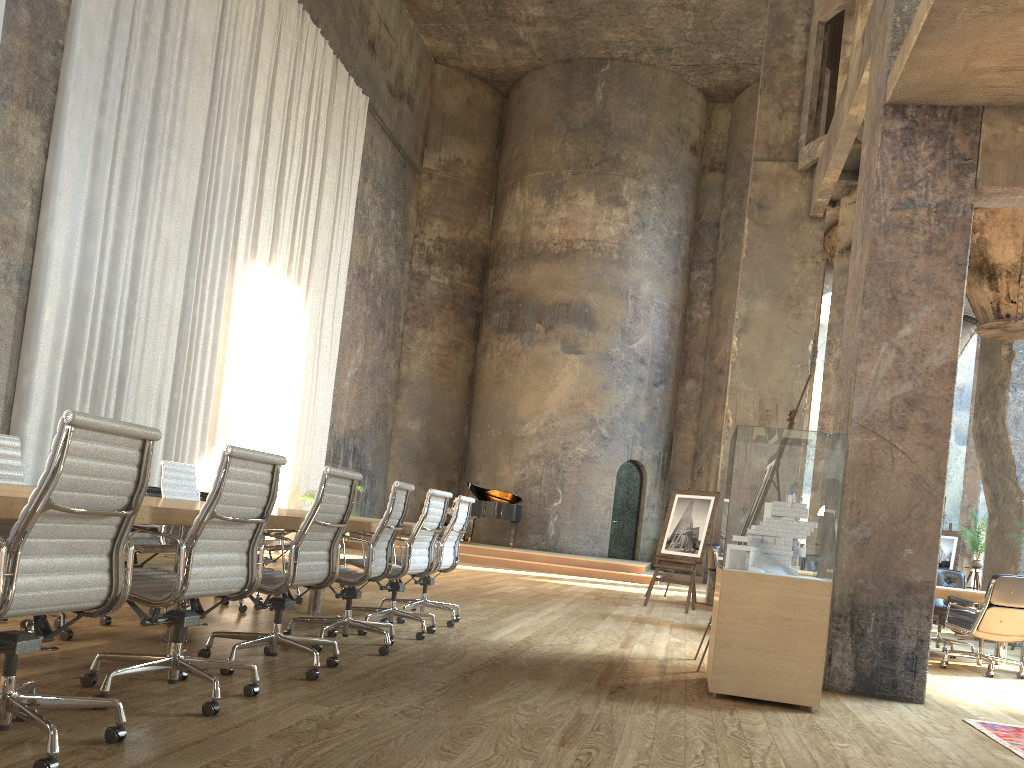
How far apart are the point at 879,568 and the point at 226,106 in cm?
Answer: 1092

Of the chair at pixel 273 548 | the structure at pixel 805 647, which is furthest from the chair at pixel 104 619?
the structure at pixel 805 647

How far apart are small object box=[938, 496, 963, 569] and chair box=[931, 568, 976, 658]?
5.20m

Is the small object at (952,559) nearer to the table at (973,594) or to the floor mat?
the table at (973,594)

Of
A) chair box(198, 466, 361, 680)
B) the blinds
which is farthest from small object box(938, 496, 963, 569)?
chair box(198, 466, 361, 680)

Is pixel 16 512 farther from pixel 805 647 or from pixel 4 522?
pixel 805 647

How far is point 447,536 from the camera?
6.67m

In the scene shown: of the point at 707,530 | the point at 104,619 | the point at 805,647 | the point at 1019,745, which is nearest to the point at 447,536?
the point at 104,619

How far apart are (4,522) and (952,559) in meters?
13.6 m

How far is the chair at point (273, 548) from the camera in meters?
6.9
